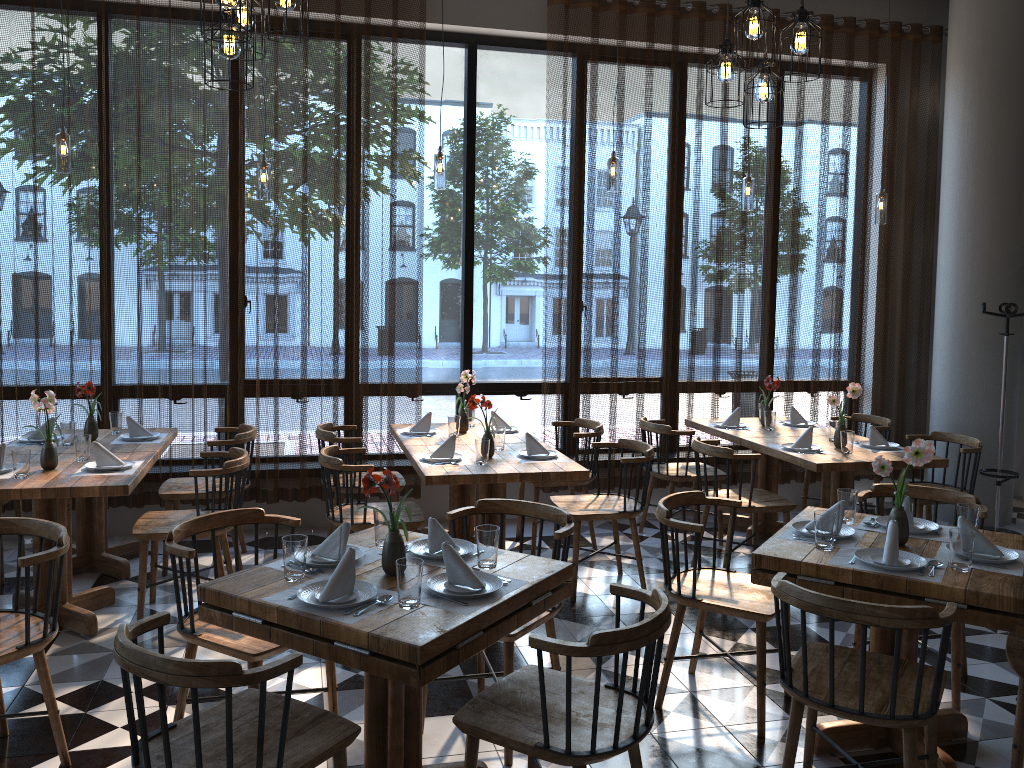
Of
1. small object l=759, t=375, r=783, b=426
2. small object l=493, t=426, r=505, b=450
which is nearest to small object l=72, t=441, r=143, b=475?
small object l=493, t=426, r=505, b=450

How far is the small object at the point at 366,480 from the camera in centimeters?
277cm

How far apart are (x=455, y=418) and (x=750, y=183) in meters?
2.6

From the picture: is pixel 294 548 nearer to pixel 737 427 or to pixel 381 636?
pixel 381 636

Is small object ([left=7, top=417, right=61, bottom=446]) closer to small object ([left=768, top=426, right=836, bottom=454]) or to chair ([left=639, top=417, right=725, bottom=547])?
chair ([left=639, top=417, right=725, bottom=547])

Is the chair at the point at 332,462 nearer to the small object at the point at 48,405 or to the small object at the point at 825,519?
the small object at the point at 48,405

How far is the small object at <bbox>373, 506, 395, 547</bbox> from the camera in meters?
3.1 m

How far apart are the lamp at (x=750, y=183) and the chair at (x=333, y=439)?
3.0m

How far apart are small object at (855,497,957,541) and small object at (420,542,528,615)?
1.56m

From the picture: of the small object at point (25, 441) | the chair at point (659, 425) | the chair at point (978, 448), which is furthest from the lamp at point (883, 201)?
the small object at point (25, 441)
